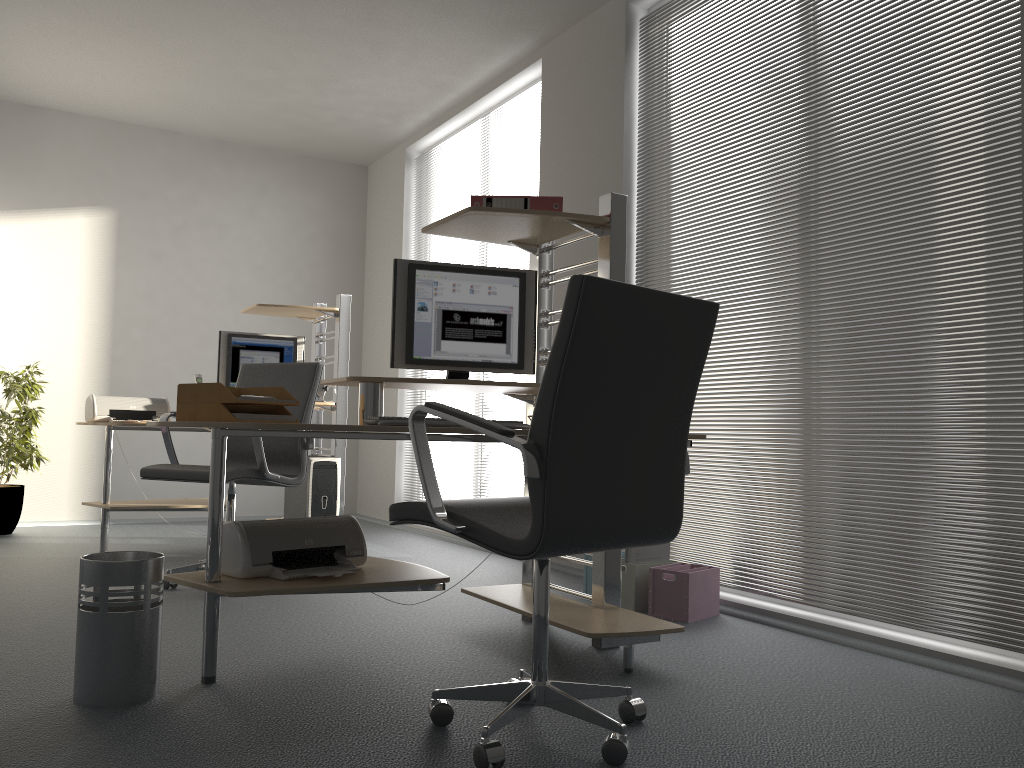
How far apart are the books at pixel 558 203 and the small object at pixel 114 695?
1.5m

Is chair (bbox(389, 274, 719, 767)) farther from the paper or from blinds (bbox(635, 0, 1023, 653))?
blinds (bbox(635, 0, 1023, 653))

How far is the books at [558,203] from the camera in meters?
3.1 m

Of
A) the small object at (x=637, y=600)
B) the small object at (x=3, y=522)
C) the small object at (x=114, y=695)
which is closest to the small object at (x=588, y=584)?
the small object at (x=637, y=600)

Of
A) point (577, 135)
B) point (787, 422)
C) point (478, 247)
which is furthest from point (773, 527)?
point (478, 247)

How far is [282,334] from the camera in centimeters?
719cm

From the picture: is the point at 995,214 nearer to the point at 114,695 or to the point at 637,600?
the point at 637,600

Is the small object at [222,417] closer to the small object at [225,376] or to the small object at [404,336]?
the small object at [404,336]

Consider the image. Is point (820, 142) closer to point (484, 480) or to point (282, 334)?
point (484, 480)

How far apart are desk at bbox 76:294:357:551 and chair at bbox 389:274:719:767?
3.1 meters
